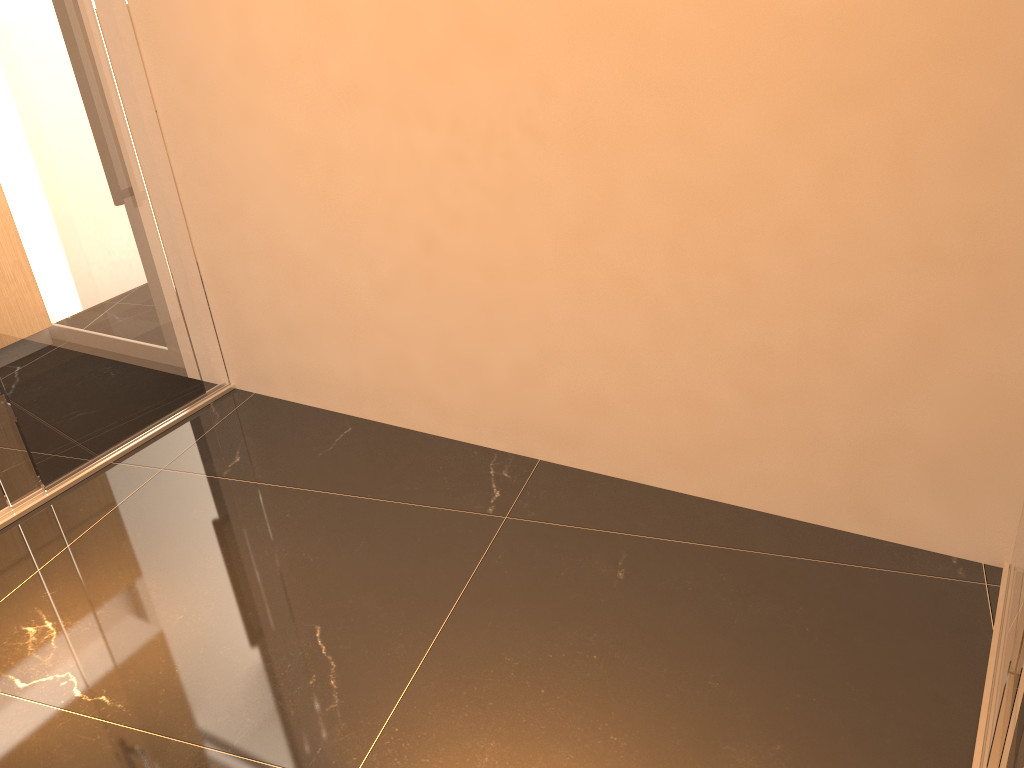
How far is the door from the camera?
2.97m

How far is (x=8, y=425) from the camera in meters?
3.0

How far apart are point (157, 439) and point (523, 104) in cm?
196

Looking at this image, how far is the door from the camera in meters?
3.0
